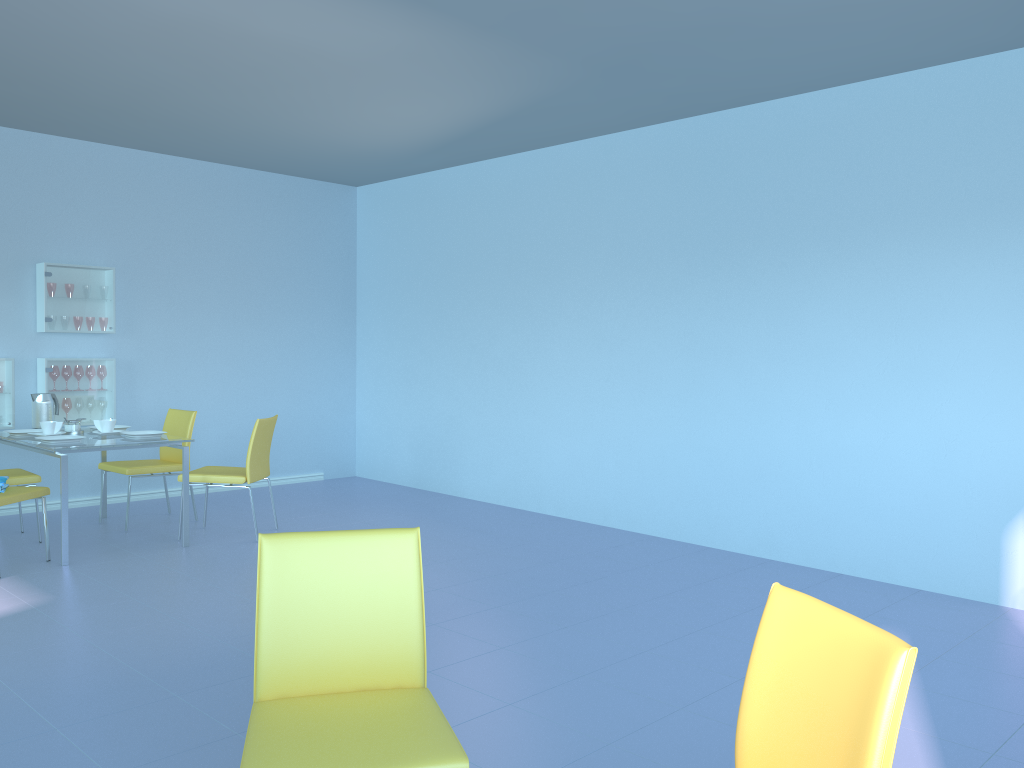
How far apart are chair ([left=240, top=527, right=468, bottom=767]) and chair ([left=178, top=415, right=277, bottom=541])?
3.3 meters

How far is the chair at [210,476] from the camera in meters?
5.0

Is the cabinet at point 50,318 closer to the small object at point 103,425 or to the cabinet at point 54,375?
the cabinet at point 54,375

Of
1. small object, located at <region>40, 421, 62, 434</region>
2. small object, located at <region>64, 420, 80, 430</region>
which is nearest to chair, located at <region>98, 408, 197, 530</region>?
small object, located at <region>64, 420, 80, 430</region>

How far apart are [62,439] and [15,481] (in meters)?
0.49

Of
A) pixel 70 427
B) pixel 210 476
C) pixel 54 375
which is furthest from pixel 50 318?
pixel 210 476

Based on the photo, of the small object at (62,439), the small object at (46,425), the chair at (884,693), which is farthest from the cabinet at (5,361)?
the chair at (884,693)

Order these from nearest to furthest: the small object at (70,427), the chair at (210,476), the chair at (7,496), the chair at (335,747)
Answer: the chair at (335,747) < the chair at (7,496) < the chair at (210,476) < the small object at (70,427)

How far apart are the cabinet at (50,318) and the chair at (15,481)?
1.1 meters

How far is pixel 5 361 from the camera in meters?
5.6 m
